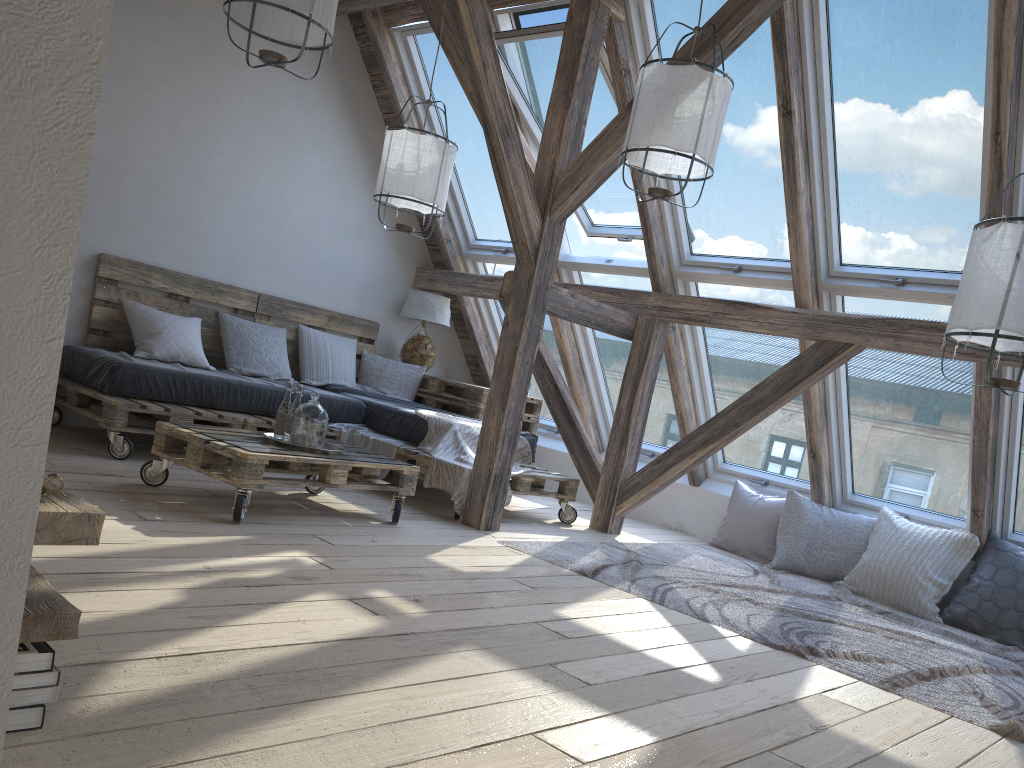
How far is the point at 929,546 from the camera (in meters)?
4.79

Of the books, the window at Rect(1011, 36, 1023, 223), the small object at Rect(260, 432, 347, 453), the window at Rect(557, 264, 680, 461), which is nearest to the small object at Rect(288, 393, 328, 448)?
the small object at Rect(260, 432, 347, 453)

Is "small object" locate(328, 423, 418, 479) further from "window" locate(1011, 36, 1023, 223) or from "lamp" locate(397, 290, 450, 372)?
"window" locate(1011, 36, 1023, 223)

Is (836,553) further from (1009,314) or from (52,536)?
(52,536)

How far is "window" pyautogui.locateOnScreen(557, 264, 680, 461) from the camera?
5.9 meters

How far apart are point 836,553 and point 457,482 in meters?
2.3 m

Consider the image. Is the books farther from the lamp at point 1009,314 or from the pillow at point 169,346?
the pillow at point 169,346

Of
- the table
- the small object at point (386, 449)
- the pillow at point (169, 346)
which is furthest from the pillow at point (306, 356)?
the small object at point (386, 449)

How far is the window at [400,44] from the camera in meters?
5.9

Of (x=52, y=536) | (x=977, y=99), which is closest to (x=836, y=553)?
(x=977, y=99)
